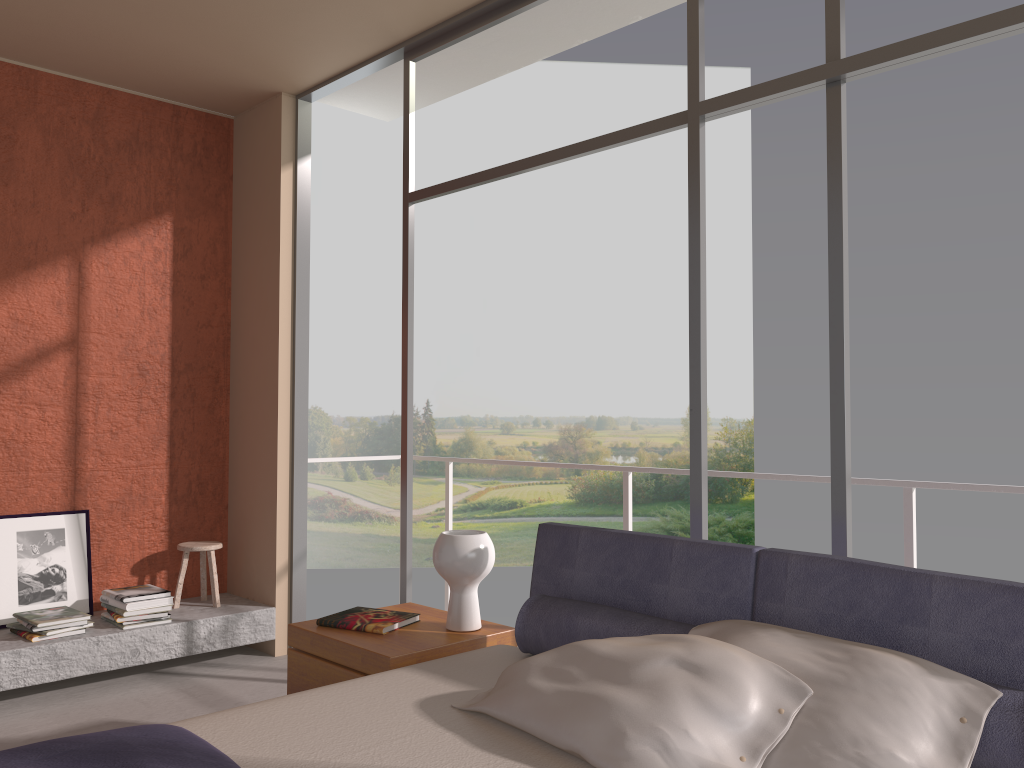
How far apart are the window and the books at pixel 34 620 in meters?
1.5 m

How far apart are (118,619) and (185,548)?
0.6m

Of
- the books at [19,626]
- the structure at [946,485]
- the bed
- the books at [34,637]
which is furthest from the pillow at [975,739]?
the books at [19,626]

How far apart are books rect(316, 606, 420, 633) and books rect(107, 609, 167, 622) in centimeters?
172cm

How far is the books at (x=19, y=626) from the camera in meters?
4.3 m

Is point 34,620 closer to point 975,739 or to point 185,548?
point 185,548

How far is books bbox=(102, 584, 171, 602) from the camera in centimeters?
444cm

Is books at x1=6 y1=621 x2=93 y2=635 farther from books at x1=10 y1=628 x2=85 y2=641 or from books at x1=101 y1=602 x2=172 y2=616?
books at x1=101 y1=602 x2=172 y2=616

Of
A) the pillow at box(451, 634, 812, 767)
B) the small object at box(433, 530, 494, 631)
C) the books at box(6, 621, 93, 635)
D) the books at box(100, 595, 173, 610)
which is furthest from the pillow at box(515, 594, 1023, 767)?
the books at box(6, 621, 93, 635)

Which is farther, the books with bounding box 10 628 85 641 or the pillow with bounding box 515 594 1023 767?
the books with bounding box 10 628 85 641
